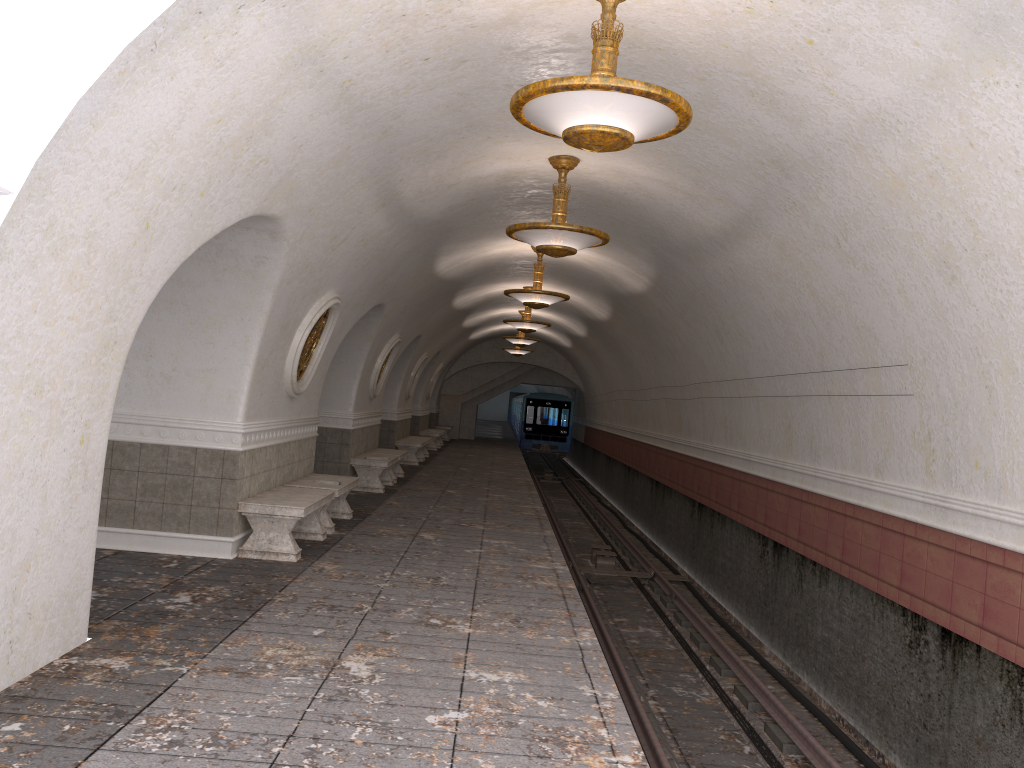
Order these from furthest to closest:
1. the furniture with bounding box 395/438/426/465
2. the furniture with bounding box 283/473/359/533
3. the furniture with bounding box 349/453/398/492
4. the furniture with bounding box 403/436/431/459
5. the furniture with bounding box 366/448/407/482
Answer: the furniture with bounding box 403/436/431/459 < the furniture with bounding box 395/438/426/465 < the furniture with bounding box 366/448/407/482 < the furniture with bounding box 349/453/398/492 < the furniture with bounding box 283/473/359/533

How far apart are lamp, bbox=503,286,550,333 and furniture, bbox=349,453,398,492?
4.3 meters

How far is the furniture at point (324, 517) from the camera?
9.8m

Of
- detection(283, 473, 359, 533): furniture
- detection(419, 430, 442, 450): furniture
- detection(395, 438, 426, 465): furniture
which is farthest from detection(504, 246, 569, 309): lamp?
detection(419, 430, 442, 450): furniture

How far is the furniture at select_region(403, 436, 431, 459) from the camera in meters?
23.0 m

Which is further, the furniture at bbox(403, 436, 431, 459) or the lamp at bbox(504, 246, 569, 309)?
the furniture at bbox(403, 436, 431, 459)

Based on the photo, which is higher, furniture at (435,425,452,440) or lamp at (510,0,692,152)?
lamp at (510,0,692,152)

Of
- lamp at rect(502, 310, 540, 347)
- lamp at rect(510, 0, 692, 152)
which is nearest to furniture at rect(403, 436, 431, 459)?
lamp at rect(502, 310, 540, 347)

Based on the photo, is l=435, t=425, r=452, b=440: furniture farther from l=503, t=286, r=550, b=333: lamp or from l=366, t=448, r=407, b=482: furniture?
l=366, t=448, r=407, b=482: furniture

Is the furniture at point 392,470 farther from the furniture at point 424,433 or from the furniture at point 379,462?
the furniture at point 424,433
